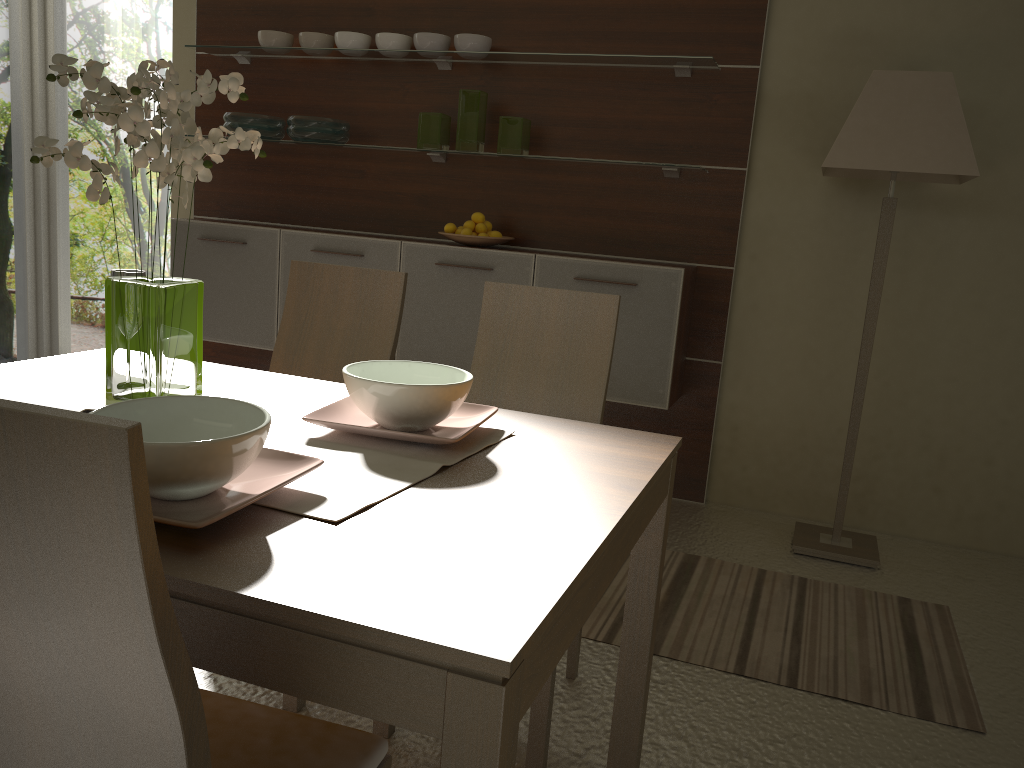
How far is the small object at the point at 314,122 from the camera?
4.0m

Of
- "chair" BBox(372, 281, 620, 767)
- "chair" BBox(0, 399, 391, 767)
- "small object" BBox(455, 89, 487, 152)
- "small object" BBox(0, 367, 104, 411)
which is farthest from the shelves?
"chair" BBox(0, 399, 391, 767)

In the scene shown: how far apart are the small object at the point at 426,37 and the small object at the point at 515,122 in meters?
0.4

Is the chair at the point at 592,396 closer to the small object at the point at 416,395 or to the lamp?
the small object at the point at 416,395

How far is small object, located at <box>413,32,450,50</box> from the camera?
3.79m

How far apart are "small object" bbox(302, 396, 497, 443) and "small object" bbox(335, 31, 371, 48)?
2.8m

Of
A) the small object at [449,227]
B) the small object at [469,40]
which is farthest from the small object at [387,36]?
the small object at [449,227]

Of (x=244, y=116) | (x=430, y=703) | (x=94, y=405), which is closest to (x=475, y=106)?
(x=244, y=116)

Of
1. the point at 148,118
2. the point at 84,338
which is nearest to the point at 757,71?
the point at 148,118

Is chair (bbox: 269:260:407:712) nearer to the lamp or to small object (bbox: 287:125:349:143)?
the lamp
